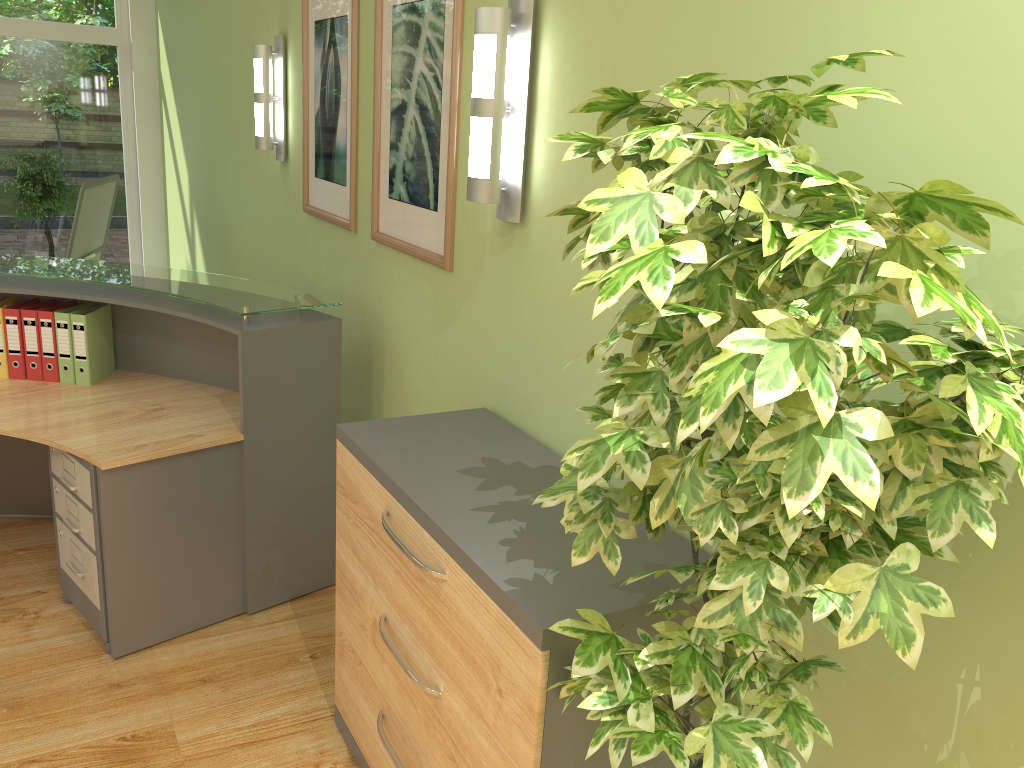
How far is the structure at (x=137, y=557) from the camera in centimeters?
291cm

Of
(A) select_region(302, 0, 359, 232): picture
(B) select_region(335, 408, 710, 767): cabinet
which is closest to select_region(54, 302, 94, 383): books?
(A) select_region(302, 0, 359, 232): picture

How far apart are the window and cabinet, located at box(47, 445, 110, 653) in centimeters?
546cm

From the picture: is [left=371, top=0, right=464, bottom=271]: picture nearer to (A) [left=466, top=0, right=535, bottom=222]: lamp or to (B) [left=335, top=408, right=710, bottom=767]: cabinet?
(A) [left=466, top=0, right=535, bottom=222]: lamp

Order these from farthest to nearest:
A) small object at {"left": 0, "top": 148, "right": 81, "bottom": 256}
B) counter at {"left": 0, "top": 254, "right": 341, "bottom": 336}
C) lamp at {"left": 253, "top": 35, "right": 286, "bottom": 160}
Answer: small object at {"left": 0, "top": 148, "right": 81, "bottom": 256}, lamp at {"left": 253, "top": 35, "right": 286, "bottom": 160}, counter at {"left": 0, "top": 254, "right": 341, "bottom": 336}

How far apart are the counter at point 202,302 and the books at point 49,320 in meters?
0.1 m

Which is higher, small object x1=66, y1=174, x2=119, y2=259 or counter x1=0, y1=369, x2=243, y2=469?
small object x1=66, y1=174, x2=119, y2=259

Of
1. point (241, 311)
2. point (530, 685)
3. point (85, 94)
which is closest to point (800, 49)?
point (530, 685)

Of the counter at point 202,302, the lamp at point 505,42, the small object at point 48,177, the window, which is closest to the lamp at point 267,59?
the counter at point 202,302

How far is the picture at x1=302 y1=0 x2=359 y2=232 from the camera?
3.5m
